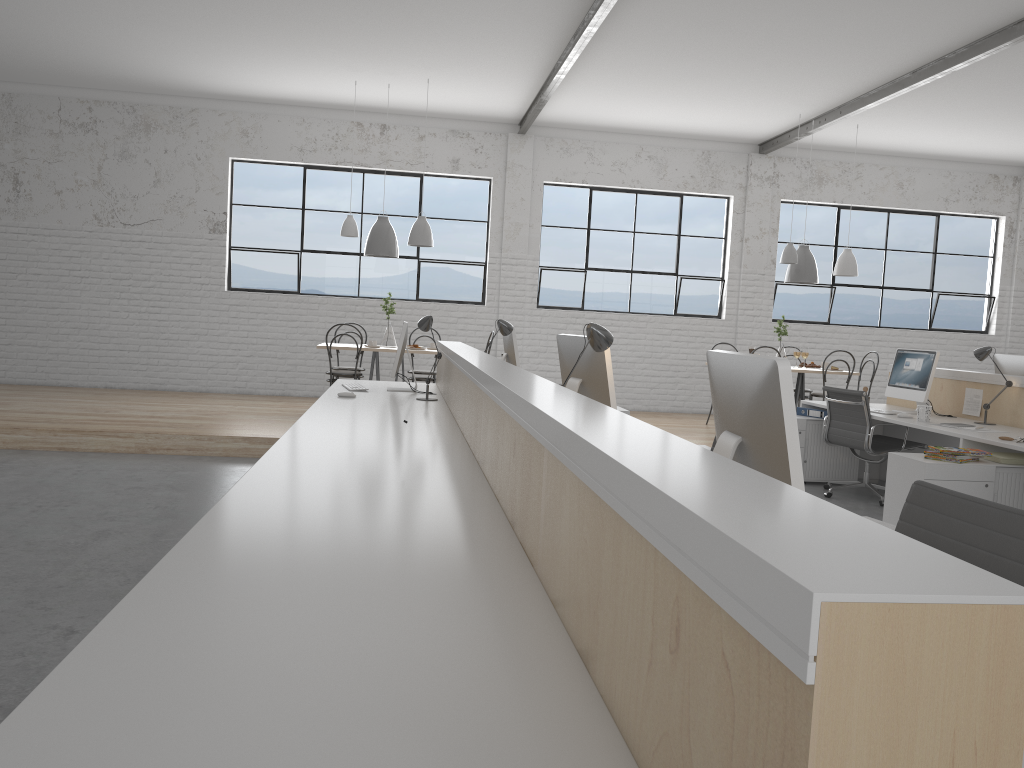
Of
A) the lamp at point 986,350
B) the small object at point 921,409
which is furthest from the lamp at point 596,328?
the lamp at point 986,350

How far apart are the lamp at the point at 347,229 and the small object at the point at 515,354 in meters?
2.5 m

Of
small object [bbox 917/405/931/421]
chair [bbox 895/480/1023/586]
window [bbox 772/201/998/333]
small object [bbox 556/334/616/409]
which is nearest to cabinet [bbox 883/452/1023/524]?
small object [bbox 917/405/931/421]

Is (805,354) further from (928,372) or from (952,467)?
(952,467)

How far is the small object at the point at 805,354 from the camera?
7.0 meters

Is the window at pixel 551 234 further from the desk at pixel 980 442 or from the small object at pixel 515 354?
the small object at pixel 515 354

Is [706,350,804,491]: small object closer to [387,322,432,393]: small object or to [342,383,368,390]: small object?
[387,322,432,393]: small object

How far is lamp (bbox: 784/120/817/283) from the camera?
7.0 meters

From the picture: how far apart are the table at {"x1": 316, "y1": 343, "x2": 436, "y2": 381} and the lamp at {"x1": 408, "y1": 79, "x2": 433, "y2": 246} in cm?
84

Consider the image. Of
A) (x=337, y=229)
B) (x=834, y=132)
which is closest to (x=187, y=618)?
(x=337, y=229)
